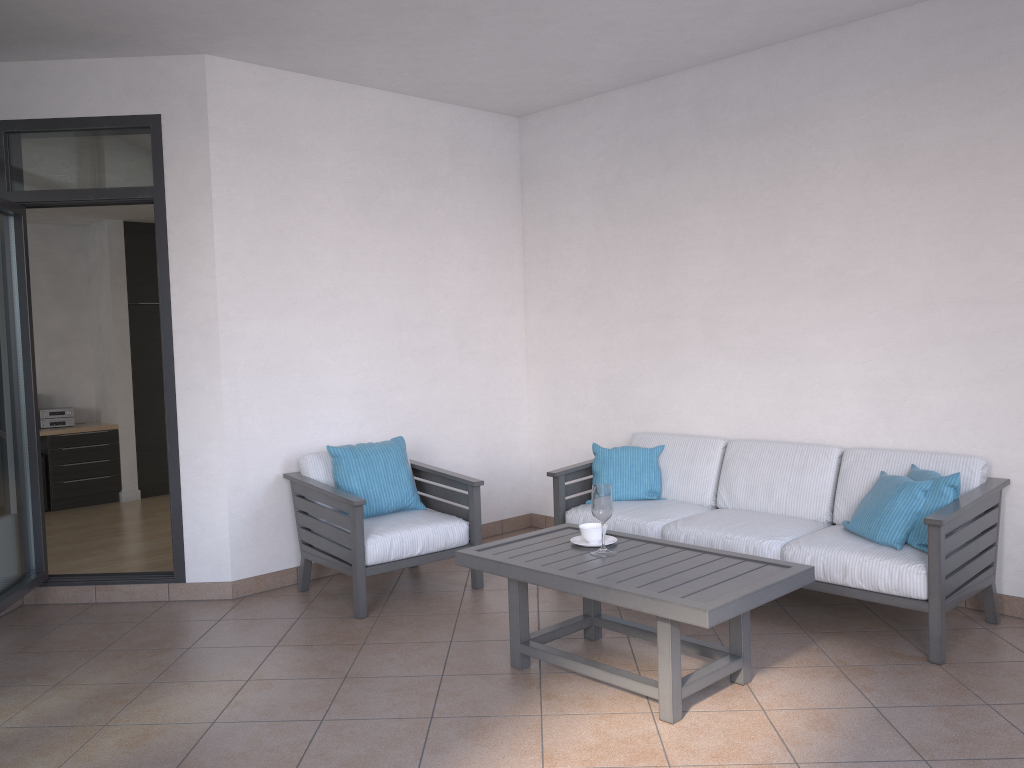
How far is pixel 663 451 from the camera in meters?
5.2

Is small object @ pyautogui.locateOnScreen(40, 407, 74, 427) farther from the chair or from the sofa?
the sofa

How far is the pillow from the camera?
3.8 meters

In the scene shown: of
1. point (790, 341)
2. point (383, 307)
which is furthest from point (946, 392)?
point (383, 307)

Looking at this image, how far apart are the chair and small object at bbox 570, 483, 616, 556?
1.0 meters

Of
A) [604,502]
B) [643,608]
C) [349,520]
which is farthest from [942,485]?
[349,520]

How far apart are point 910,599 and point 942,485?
0.5m

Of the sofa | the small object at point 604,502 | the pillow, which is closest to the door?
the sofa

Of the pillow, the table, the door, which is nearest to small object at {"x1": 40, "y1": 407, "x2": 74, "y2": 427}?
the door

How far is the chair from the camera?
4.4 meters
